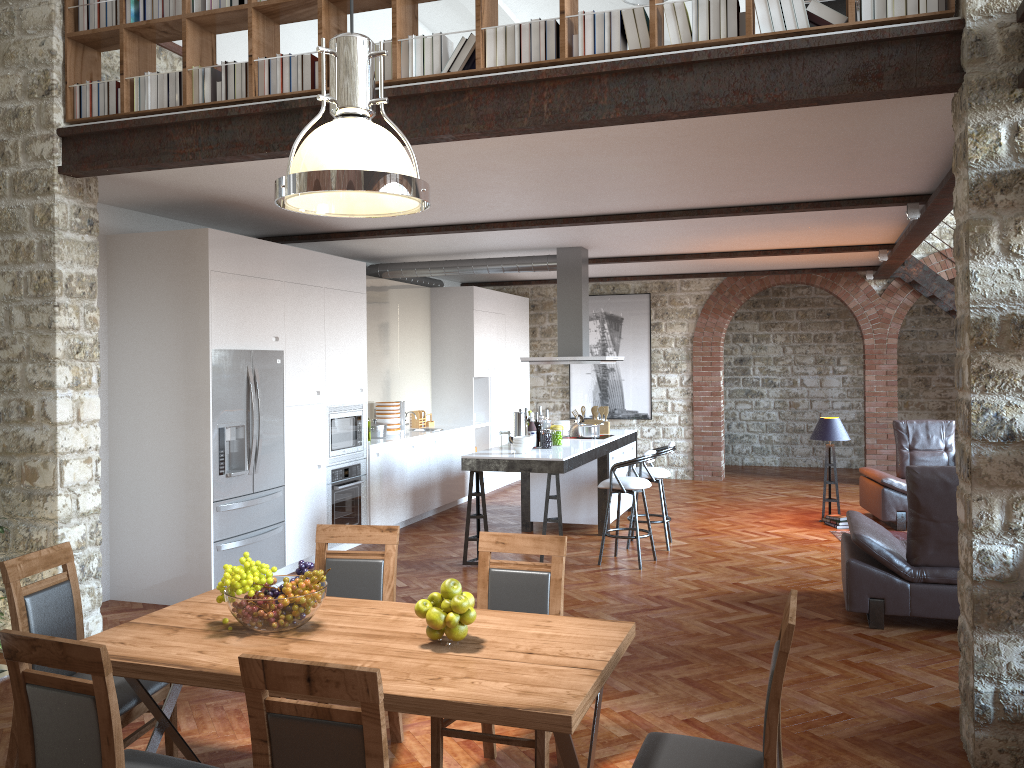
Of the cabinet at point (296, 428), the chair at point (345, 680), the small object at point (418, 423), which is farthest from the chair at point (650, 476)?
the chair at point (345, 680)

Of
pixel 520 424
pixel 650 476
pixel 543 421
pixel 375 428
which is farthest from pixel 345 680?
pixel 375 428

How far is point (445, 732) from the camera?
3.4m

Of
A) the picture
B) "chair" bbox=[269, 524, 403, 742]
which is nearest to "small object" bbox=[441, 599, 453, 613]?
"chair" bbox=[269, 524, 403, 742]

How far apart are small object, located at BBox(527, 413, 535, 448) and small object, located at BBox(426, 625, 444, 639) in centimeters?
518cm

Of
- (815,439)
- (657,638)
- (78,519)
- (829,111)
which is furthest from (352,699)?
(815,439)

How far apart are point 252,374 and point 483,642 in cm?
422

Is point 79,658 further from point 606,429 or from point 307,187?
point 606,429

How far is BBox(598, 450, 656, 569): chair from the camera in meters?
7.4

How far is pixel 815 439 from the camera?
9.38m
